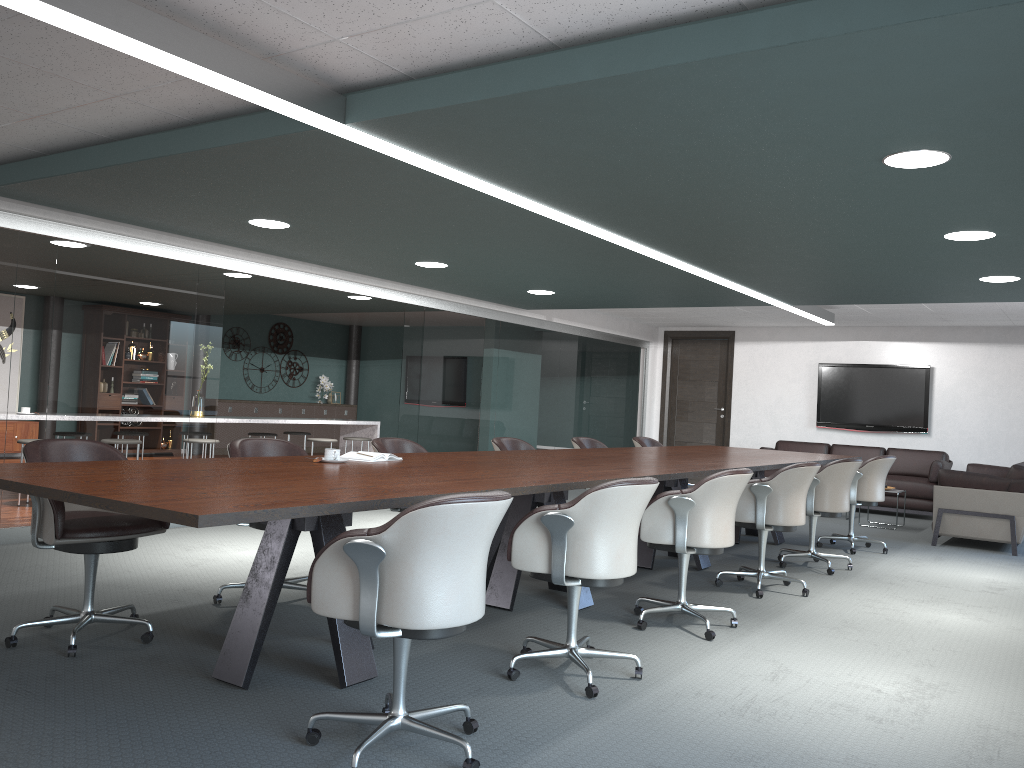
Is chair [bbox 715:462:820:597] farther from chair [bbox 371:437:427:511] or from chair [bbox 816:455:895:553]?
chair [bbox 371:437:427:511]

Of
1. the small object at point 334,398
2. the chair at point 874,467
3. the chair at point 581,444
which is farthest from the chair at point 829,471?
the small object at point 334,398

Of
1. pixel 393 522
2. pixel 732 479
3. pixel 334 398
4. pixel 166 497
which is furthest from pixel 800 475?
pixel 334 398

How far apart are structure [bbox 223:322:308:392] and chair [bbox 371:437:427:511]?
9.3m

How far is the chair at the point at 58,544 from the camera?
3.2 meters

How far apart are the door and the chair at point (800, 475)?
6.81m

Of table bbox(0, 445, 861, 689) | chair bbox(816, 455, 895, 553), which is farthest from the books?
chair bbox(816, 455, 895, 553)

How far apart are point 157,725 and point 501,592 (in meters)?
1.97

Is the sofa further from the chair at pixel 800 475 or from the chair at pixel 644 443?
the chair at pixel 800 475

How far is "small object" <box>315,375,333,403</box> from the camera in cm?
1497
